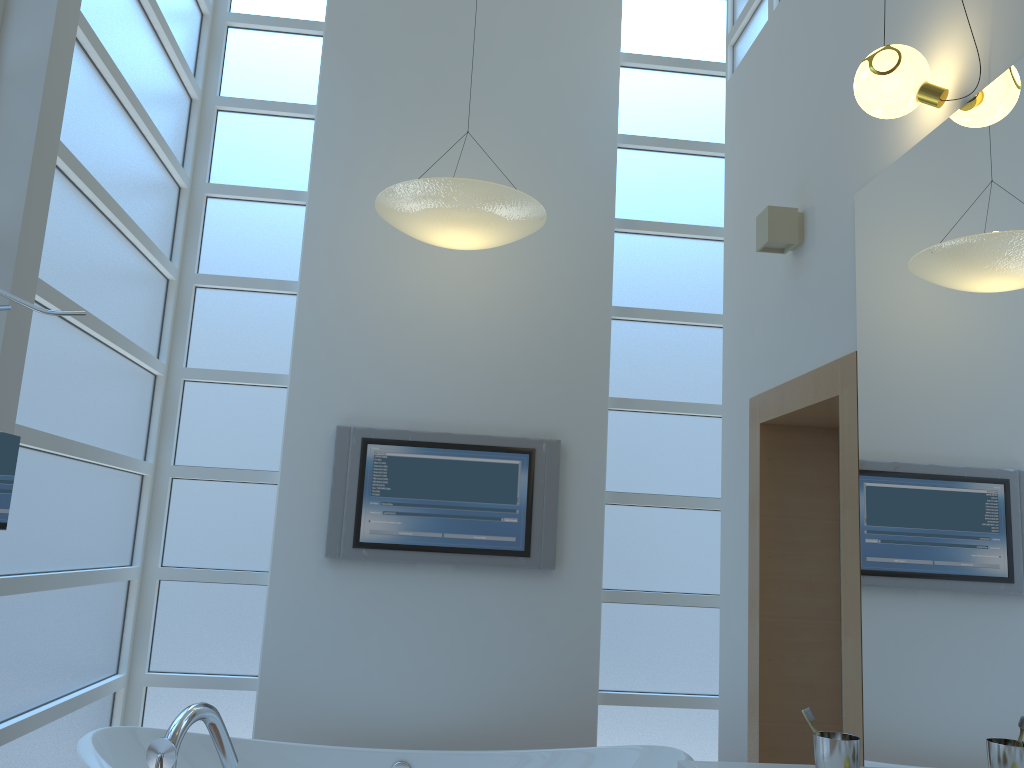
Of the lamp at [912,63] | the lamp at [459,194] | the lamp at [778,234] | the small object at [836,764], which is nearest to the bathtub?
the small object at [836,764]

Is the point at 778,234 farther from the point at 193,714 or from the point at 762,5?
the point at 193,714

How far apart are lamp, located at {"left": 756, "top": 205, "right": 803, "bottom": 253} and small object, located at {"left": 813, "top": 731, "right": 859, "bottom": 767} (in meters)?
1.41

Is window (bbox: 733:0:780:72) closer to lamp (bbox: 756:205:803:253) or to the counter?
lamp (bbox: 756:205:803:253)

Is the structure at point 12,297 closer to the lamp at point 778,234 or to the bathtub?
the bathtub

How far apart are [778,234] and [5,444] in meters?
2.1 m

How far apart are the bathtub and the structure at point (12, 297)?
1.03m

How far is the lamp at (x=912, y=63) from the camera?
1.9 meters

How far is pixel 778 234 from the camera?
2.7m

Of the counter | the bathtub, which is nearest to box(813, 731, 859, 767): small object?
the counter
